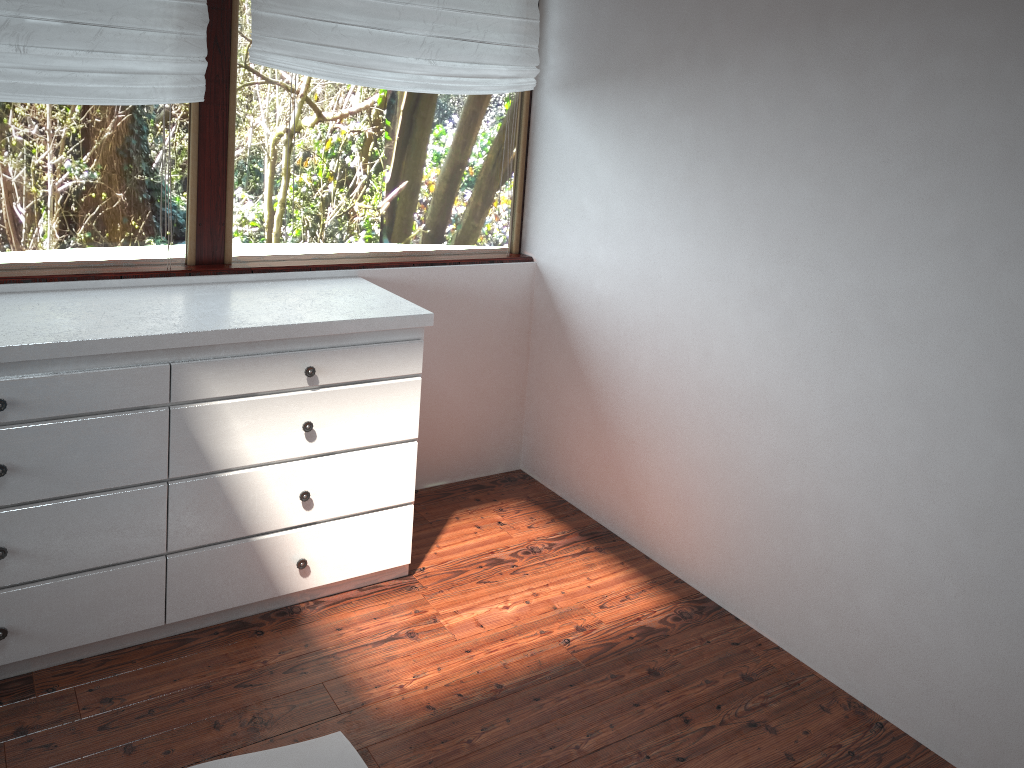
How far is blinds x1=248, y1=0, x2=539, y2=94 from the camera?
2.8 meters

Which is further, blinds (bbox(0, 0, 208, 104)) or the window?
the window

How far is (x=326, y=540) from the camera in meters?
2.7 m

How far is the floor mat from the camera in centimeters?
214cm

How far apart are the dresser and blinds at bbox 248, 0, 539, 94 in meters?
0.7

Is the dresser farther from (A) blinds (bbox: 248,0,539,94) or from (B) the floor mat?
(A) blinds (bbox: 248,0,539,94)

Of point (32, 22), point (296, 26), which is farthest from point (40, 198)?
point (296, 26)

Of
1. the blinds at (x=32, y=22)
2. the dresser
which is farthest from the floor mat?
the blinds at (x=32, y=22)

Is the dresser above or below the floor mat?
above

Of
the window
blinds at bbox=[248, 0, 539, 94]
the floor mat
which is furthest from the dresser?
blinds at bbox=[248, 0, 539, 94]
